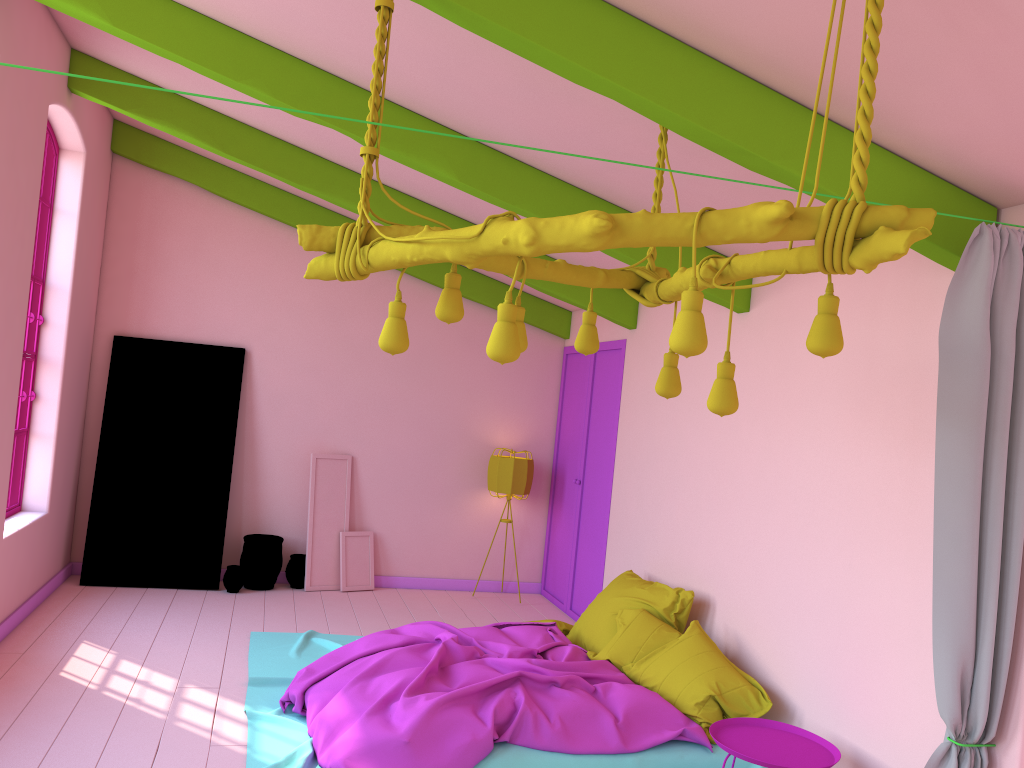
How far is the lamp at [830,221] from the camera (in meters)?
2.29

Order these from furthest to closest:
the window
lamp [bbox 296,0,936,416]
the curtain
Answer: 1. the window
2. the curtain
3. lamp [bbox 296,0,936,416]

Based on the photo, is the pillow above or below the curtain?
below

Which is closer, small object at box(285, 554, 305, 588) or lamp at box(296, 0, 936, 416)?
lamp at box(296, 0, 936, 416)

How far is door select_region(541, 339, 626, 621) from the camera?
7.8 meters

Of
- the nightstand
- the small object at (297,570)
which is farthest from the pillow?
the small object at (297,570)

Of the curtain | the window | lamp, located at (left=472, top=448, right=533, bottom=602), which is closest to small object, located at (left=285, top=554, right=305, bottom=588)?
lamp, located at (left=472, top=448, right=533, bottom=602)

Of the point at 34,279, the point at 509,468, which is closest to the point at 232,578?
the point at 509,468

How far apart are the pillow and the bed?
0.0 meters

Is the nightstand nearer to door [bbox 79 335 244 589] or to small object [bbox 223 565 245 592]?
small object [bbox 223 565 245 592]
